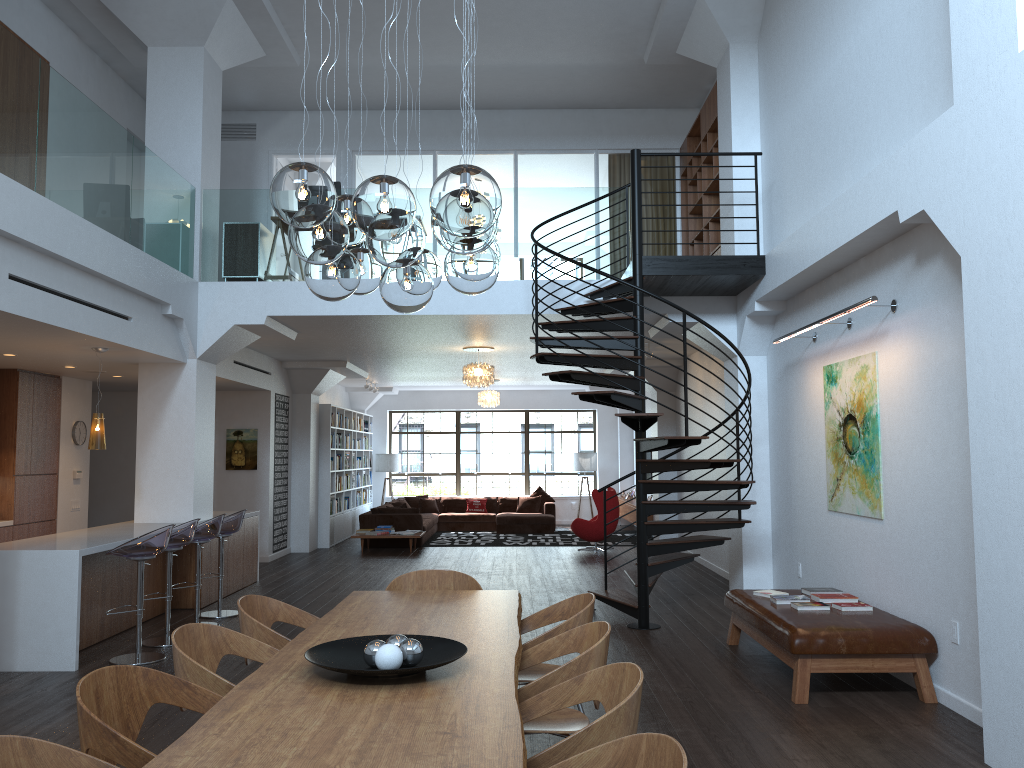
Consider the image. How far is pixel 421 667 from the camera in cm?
300

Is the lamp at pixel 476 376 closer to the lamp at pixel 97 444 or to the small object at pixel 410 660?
the lamp at pixel 97 444

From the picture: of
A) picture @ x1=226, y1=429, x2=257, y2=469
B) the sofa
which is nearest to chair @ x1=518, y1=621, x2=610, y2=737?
picture @ x1=226, y1=429, x2=257, y2=469

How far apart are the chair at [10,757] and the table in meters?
0.2

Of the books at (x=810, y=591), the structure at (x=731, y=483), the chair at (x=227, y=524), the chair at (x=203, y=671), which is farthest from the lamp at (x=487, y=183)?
the chair at (x=227, y=524)

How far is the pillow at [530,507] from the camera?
18.3 meters

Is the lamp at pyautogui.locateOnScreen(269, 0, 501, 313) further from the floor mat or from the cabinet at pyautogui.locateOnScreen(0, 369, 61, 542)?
the floor mat

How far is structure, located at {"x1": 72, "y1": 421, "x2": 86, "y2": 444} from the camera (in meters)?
10.83

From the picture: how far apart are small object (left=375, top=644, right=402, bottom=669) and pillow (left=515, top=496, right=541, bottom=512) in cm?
1526

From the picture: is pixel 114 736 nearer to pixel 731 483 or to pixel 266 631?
pixel 266 631
